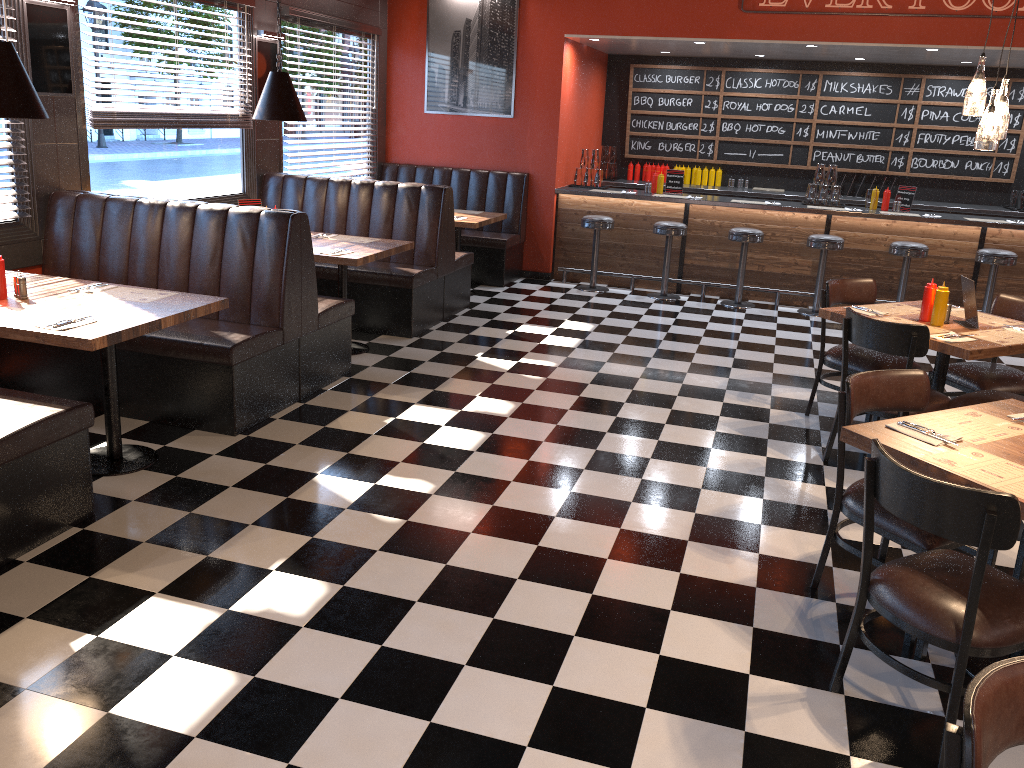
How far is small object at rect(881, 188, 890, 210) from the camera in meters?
8.9 m

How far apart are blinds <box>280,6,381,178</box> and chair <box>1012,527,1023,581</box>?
6.86m

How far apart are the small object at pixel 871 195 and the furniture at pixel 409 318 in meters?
4.4 m

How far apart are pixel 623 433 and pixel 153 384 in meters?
2.7

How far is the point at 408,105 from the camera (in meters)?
9.67

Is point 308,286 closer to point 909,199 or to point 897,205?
point 897,205

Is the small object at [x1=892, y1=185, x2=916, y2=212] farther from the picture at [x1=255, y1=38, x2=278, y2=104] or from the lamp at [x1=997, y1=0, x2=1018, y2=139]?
the picture at [x1=255, y1=38, x2=278, y2=104]

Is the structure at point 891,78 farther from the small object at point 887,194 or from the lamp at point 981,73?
the lamp at point 981,73

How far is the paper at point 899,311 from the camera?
5.1 meters

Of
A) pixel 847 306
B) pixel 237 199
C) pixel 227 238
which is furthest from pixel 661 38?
pixel 227 238
